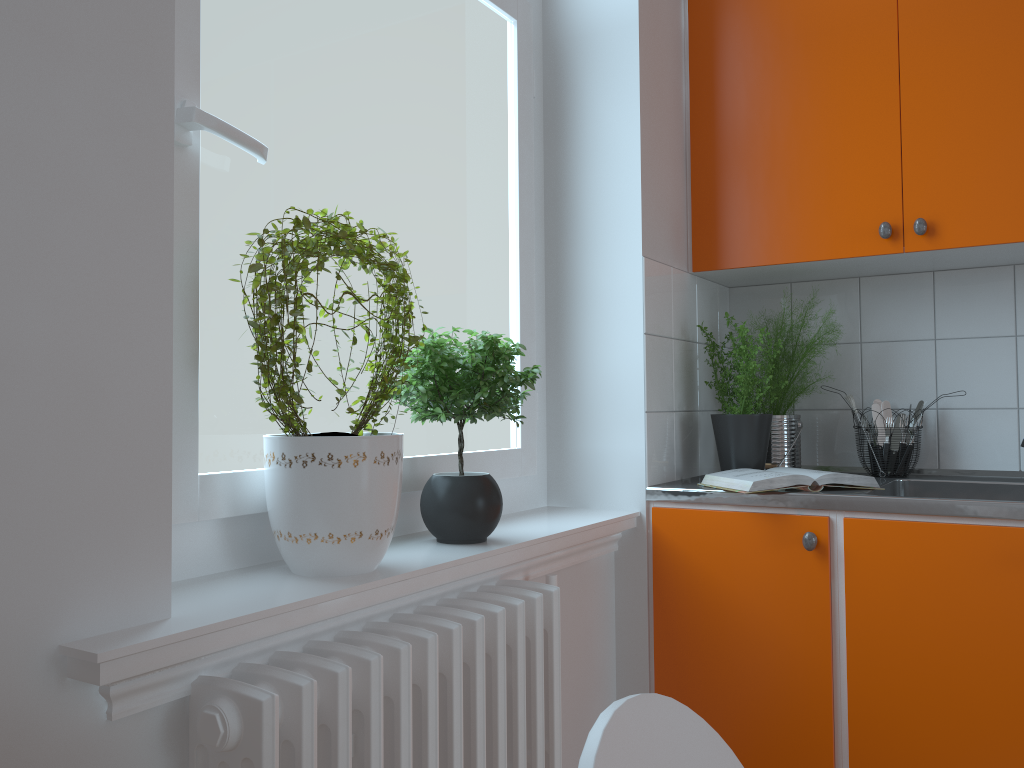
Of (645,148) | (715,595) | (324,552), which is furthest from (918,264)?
(324,552)

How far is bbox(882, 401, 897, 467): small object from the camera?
2.43m

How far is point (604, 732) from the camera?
0.51m

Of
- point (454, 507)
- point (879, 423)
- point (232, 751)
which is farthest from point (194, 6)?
point (879, 423)

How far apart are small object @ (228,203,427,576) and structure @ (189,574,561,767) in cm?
9

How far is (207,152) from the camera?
1.33m

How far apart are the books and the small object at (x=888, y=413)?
0.4 meters

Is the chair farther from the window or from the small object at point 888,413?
the small object at point 888,413

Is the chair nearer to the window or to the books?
the window

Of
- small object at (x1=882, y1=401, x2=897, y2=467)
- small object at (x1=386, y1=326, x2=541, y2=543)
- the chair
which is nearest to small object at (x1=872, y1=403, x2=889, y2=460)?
small object at (x1=882, y1=401, x2=897, y2=467)
